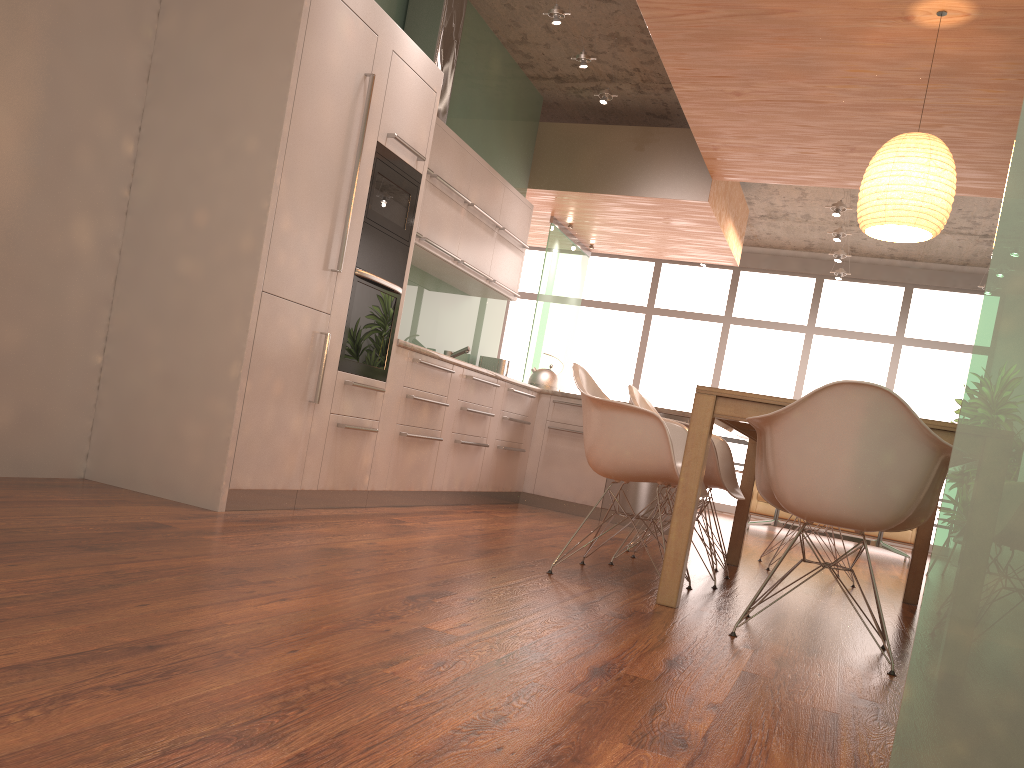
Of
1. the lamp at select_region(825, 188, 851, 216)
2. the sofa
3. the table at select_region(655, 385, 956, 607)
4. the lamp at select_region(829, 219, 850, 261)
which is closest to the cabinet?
the table at select_region(655, 385, 956, 607)

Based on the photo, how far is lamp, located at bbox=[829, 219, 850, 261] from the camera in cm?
942

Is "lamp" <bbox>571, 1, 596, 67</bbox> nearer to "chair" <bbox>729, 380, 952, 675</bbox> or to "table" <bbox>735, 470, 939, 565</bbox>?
"chair" <bbox>729, 380, 952, 675</bbox>

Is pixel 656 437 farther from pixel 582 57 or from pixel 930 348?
pixel 930 348

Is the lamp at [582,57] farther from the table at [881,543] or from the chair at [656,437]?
the table at [881,543]

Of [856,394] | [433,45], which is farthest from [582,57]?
[856,394]

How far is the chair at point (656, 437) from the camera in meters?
3.3

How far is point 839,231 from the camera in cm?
865

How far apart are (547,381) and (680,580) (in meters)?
3.91

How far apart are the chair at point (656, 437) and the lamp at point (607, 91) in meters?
3.3 m
